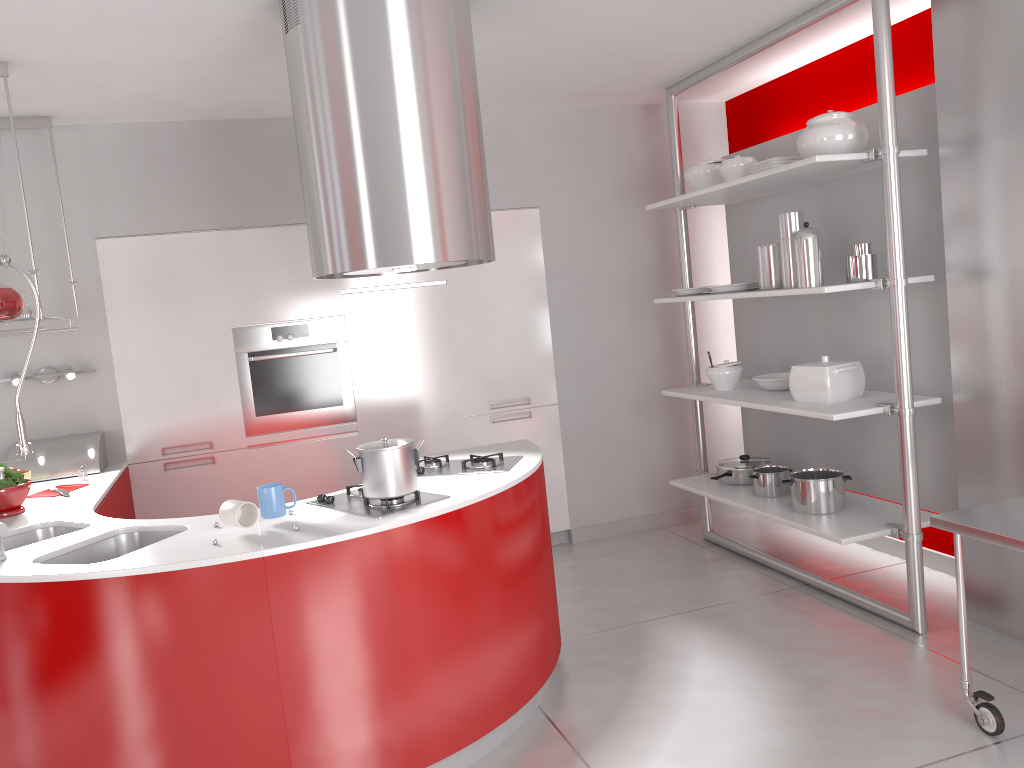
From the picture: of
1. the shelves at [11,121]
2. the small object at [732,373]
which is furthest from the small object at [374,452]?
the small object at [732,373]

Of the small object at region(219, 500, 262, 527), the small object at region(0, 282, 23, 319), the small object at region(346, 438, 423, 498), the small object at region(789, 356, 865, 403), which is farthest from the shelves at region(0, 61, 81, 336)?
the small object at region(789, 356, 865, 403)

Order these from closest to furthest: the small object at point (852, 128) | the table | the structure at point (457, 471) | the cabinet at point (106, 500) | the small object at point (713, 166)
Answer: the table, the structure at point (457, 471), the small object at point (852, 128), the cabinet at point (106, 500), the small object at point (713, 166)

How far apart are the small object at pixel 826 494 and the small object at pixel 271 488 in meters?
2.3

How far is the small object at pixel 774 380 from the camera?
4.3m

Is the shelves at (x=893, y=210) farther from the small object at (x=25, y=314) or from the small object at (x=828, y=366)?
the small object at (x=25, y=314)

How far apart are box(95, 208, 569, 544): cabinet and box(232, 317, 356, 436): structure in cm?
3

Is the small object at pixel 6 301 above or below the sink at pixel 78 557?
above

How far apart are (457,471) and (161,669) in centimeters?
126cm

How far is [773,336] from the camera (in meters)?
4.85
